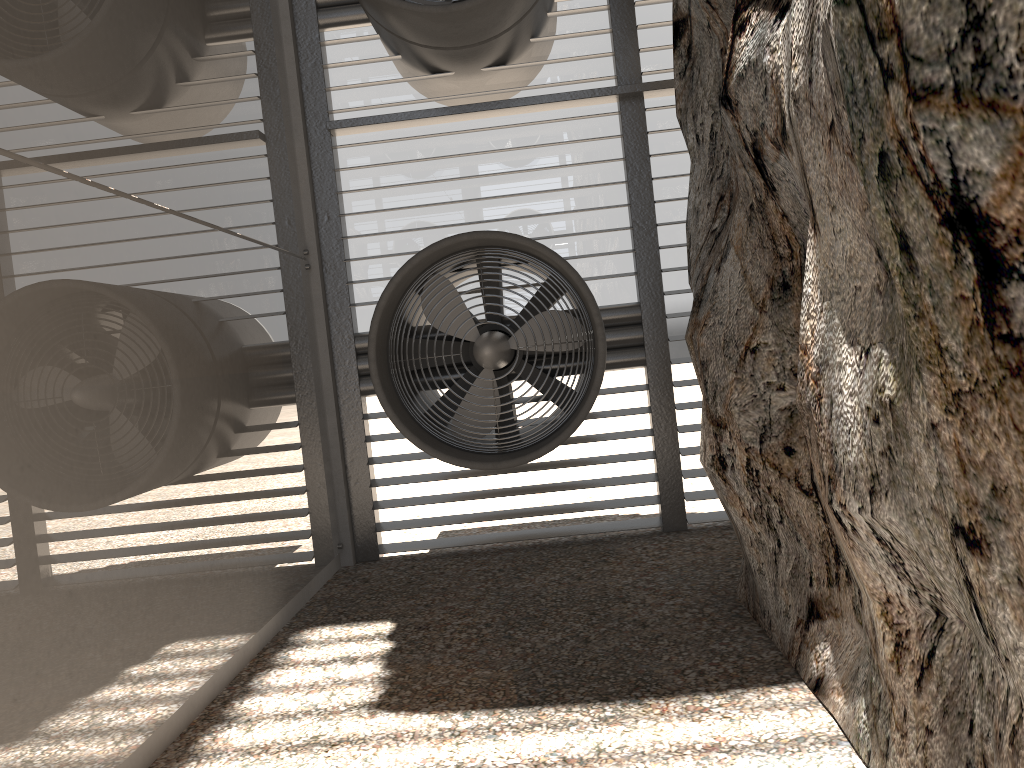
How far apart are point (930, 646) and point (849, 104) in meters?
1.7

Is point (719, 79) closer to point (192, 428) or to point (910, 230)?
point (910, 230)
